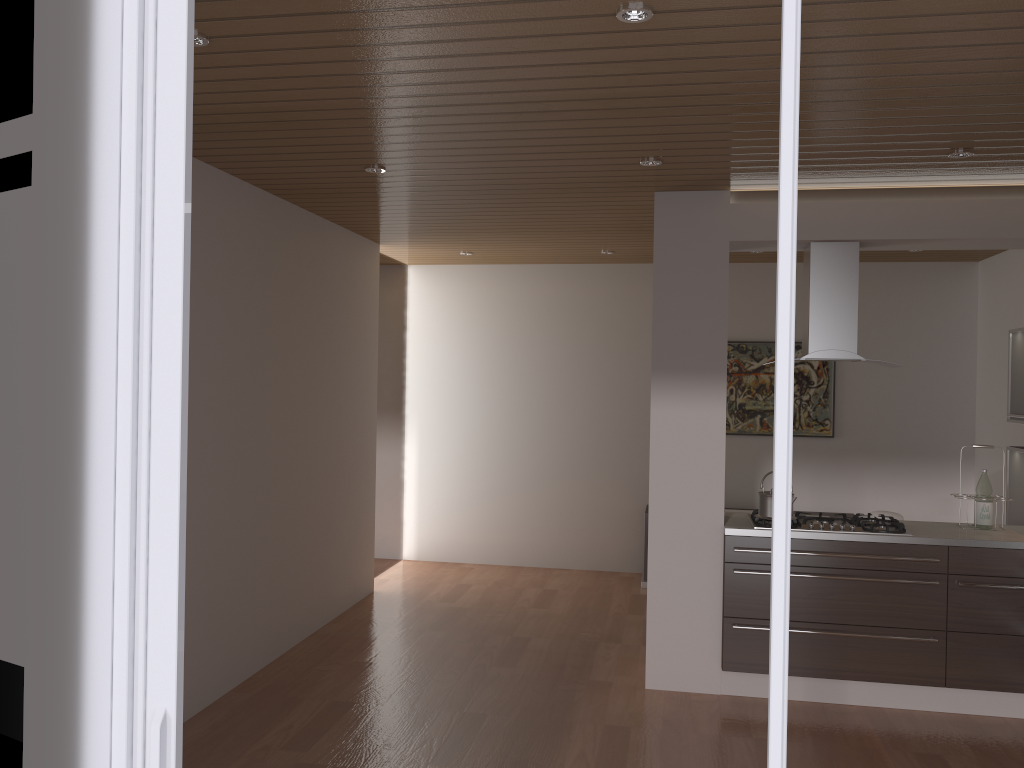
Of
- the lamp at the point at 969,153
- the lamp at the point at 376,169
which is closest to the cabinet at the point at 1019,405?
the lamp at the point at 969,153

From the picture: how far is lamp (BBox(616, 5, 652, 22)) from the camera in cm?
244

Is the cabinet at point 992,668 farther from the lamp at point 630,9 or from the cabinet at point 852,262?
the lamp at point 630,9

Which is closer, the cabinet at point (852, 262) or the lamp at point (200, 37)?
the lamp at point (200, 37)

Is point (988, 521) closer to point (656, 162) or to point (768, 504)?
point (768, 504)

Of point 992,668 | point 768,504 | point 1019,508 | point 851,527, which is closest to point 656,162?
point 768,504

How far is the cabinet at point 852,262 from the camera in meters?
4.7

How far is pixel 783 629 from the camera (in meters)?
1.40

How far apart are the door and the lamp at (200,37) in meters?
1.2 m

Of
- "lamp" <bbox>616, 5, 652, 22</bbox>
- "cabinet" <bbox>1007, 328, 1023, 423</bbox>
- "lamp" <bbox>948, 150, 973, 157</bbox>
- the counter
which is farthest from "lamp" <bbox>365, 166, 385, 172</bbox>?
"cabinet" <bbox>1007, 328, 1023, 423</bbox>
